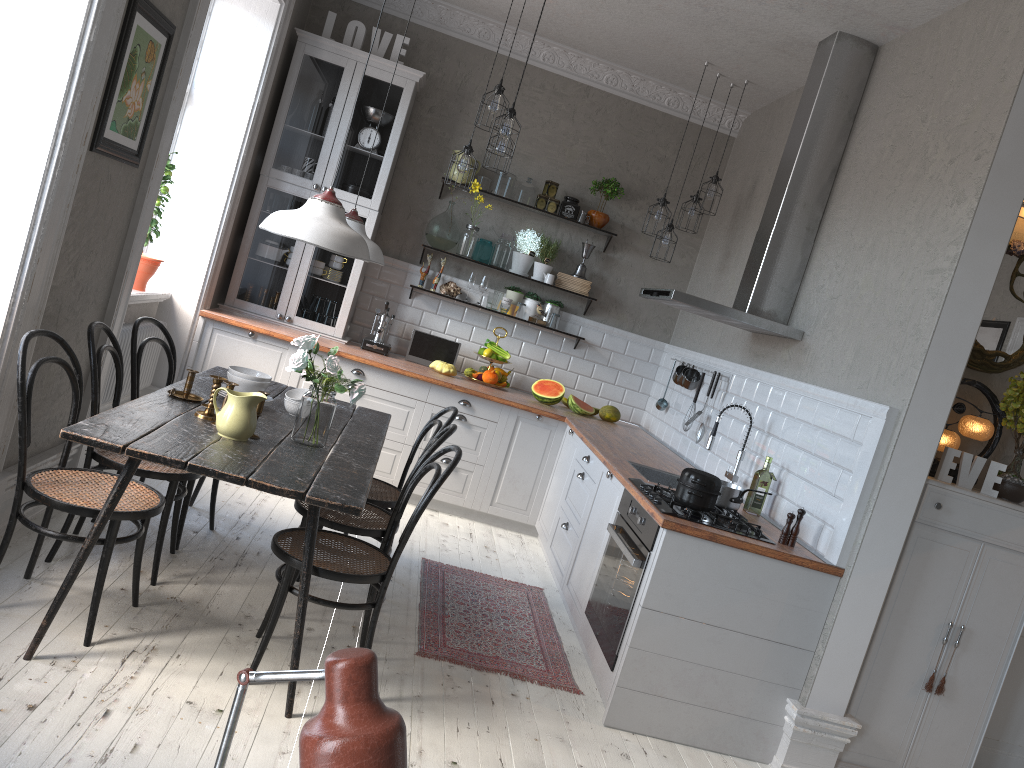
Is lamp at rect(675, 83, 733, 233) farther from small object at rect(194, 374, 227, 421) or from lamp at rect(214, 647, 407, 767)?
lamp at rect(214, 647, 407, 767)

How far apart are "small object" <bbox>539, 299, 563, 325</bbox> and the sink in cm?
213

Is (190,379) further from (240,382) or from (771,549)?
(771,549)

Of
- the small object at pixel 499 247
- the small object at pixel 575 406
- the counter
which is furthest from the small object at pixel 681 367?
→ the small object at pixel 499 247

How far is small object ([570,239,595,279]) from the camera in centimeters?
645cm

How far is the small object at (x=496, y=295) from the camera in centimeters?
639cm

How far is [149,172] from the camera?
4.0 meters

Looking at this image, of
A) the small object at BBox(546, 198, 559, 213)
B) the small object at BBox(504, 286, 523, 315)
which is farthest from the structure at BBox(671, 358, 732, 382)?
the small object at BBox(546, 198, 559, 213)

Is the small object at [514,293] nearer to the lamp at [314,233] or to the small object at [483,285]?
the small object at [483,285]

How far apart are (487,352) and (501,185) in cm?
120
